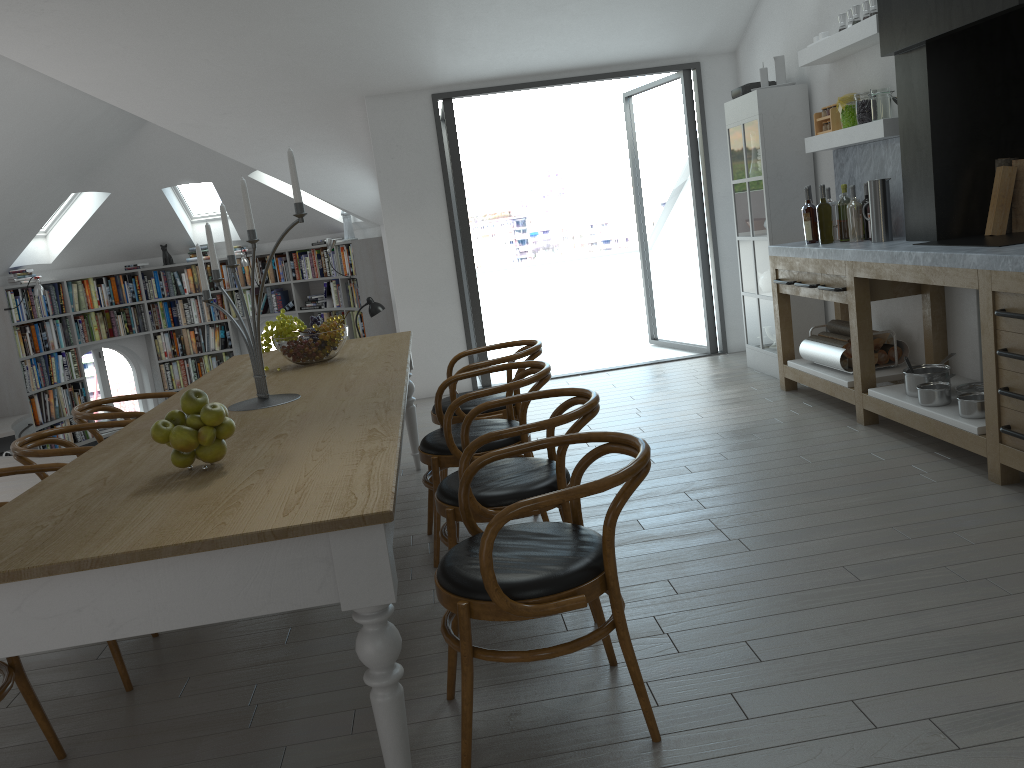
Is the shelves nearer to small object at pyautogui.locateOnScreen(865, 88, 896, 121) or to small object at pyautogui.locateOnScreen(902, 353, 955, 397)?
small object at pyautogui.locateOnScreen(865, 88, 896, 121)

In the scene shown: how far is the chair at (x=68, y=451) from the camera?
3.4m

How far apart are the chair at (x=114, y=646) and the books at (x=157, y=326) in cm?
837

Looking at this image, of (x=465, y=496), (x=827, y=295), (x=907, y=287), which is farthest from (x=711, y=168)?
(x=465, y=496)

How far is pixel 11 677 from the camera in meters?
2.4 m

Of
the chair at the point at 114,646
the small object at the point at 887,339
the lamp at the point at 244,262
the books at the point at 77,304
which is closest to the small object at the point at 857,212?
the small object at the point at 887,339

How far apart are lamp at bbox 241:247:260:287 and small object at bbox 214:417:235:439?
9.0 meters

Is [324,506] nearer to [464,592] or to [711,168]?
[464,592]

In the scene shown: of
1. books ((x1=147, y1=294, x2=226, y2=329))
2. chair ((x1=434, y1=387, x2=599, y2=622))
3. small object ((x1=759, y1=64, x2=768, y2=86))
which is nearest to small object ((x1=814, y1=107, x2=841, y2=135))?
small object ((x1=759, y1=64, x2=768, y2=86))

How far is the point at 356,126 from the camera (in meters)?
7.32
